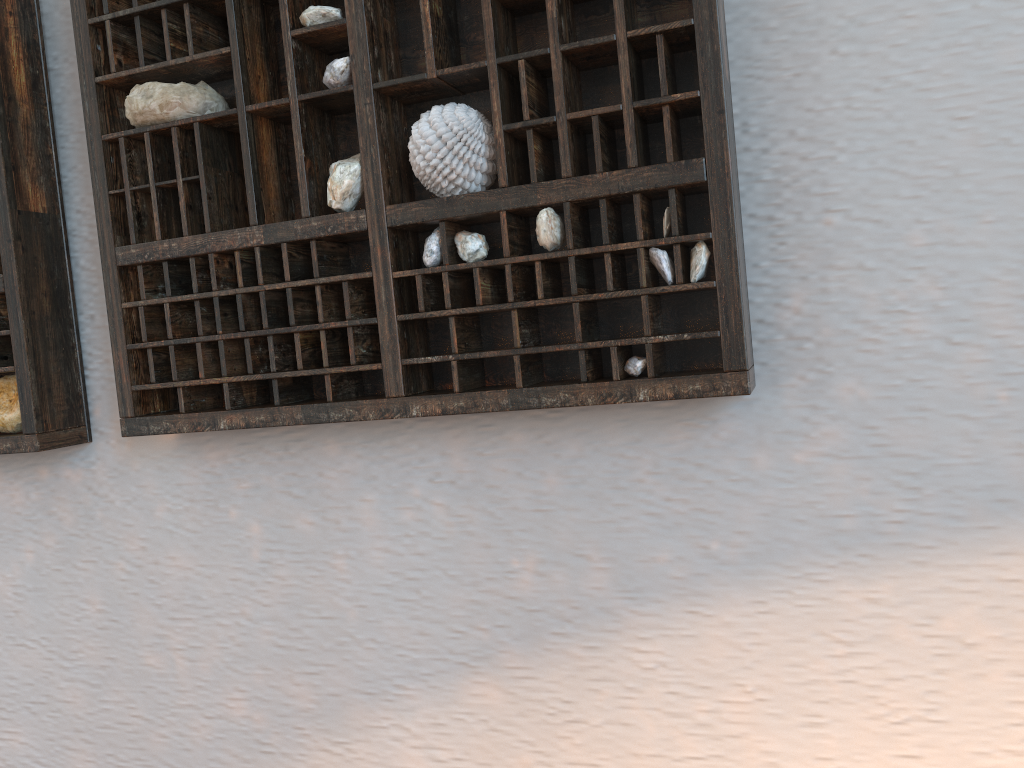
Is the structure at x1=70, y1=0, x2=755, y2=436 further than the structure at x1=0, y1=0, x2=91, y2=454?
No

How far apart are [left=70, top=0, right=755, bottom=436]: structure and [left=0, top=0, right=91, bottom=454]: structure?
0.09m

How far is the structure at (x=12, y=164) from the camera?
0.70m

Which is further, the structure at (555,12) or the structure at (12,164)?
the structure at (12,164)

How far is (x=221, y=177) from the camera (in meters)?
0.66

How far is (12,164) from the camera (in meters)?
0.70

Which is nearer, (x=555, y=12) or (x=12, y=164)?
(x=555, y=12)

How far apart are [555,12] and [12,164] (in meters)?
0.45

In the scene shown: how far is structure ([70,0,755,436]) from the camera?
0.5 meters

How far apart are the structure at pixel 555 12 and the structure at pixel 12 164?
0.1 meters
